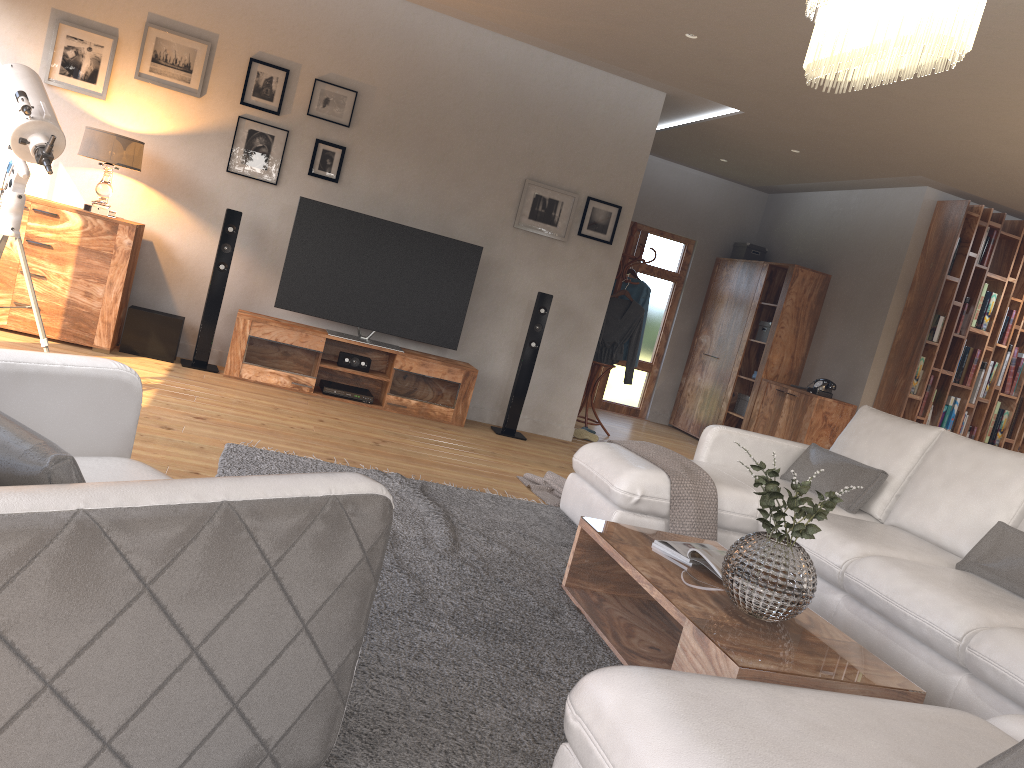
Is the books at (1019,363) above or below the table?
above

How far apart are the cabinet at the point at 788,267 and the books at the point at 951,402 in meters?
1.4

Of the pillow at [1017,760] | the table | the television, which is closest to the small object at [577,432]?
the television

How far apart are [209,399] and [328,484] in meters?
3.8 m

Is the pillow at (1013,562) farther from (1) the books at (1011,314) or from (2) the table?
(1) the books at (1011,314)

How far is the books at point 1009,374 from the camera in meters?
7.7

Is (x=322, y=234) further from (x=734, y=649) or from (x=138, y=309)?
(x=734, y=649)

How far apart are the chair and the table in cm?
102

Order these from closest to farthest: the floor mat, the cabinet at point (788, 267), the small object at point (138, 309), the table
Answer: the floor mat → the table → the small object at point (138, 309) → the cabinet at point (788, 267)

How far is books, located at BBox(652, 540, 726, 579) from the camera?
3.02m
